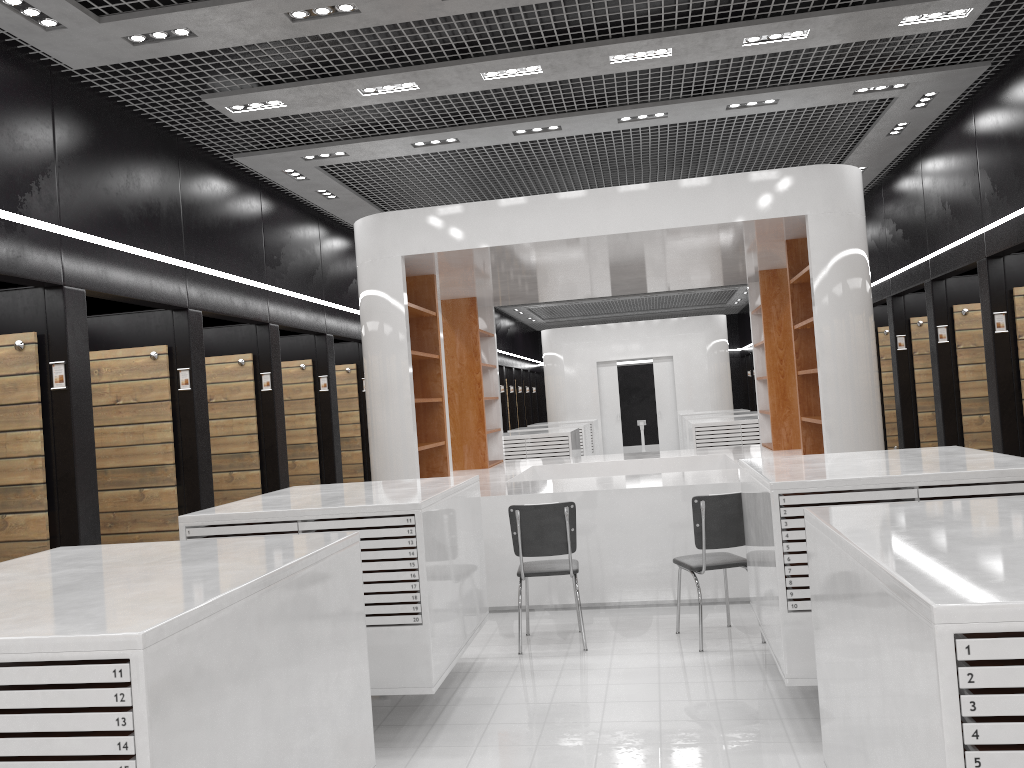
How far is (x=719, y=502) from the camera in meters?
5.7 m

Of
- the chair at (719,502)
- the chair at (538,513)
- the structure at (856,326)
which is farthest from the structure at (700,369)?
the chair at (719,502)

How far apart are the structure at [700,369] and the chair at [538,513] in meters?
14.0 m

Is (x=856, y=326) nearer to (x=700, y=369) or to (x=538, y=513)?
(x=538, y=513)

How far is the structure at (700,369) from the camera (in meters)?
19.85

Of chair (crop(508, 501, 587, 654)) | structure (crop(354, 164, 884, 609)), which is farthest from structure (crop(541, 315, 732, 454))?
chair (crop(508, 501, 587, 654))

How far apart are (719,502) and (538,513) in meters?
1.2

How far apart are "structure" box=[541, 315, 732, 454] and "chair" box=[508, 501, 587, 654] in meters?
14.0 m

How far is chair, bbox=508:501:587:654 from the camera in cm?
586

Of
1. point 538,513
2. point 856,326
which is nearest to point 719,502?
point 538,513
